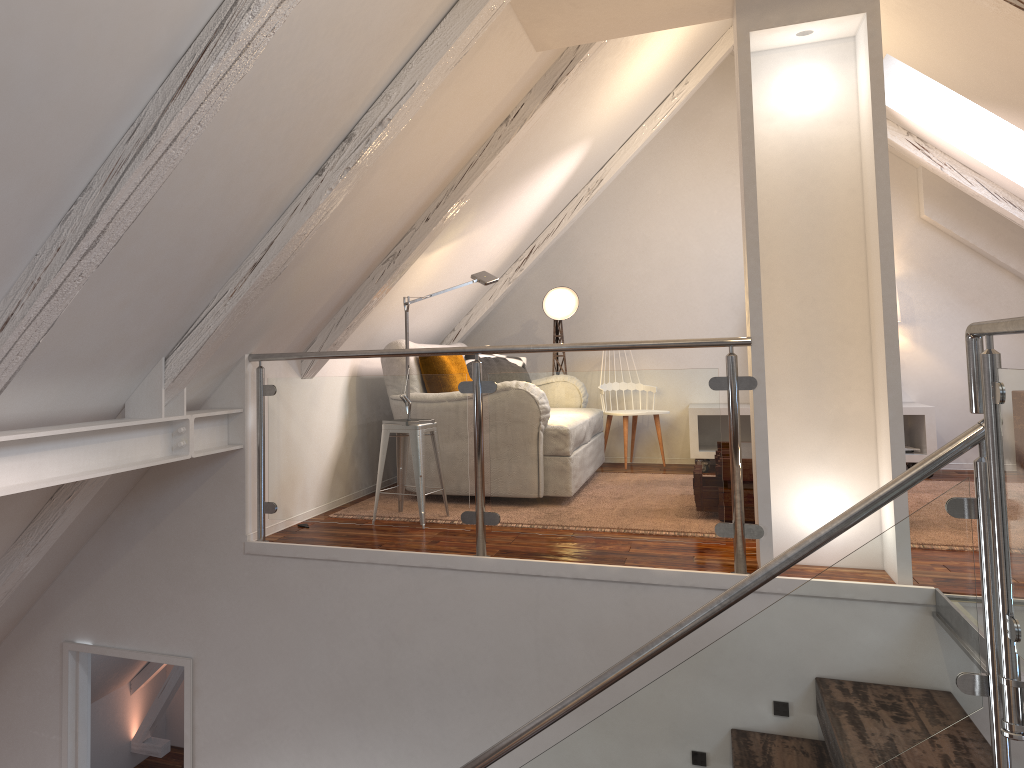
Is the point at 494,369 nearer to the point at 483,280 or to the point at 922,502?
the point at 483,280

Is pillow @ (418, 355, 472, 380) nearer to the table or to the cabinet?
the table

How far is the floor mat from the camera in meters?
4.2

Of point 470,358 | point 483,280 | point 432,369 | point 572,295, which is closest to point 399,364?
point 432,369

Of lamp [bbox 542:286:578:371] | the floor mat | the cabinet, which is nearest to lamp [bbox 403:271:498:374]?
lamp [bbox 542:286:578:371]

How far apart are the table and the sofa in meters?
1.5 m

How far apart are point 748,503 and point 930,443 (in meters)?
1.99

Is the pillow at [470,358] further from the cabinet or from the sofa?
the cabinet

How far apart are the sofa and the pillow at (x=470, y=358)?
1.0 meters

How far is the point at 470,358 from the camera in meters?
5.3
